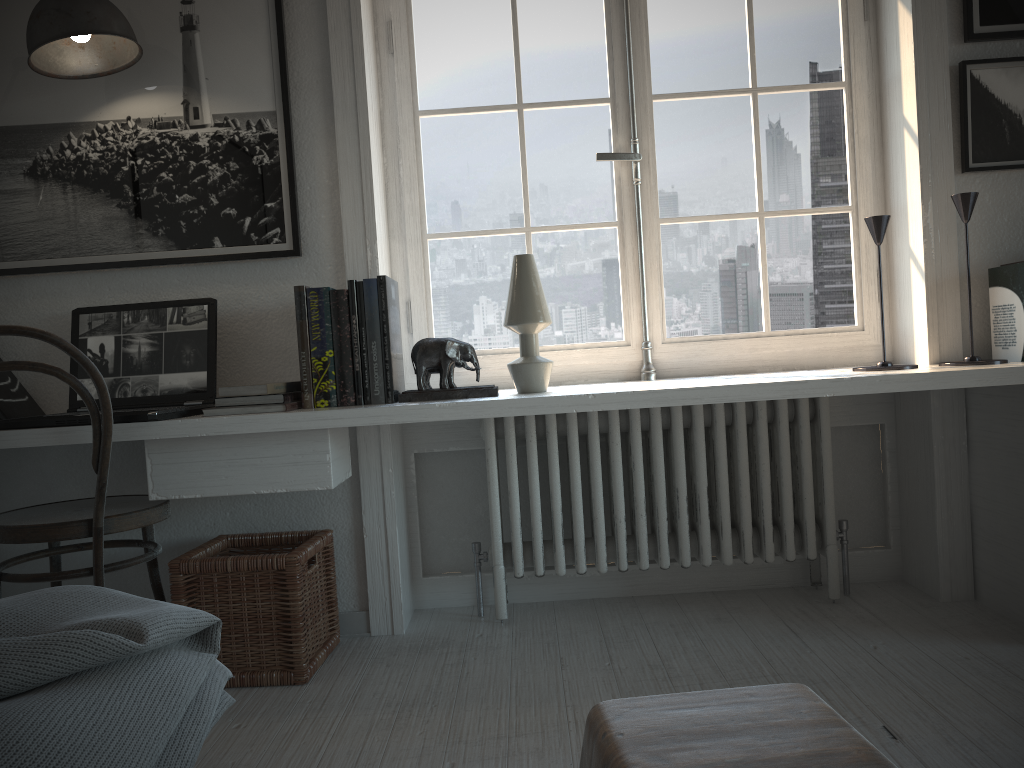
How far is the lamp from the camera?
2.1 meters

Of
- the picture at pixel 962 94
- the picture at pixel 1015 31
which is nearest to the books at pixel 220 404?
the picture at pixel 962 94

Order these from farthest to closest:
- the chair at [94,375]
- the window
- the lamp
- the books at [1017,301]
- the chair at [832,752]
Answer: the window → the books at [1017,301] → the lamp → the chair at [94,375] → the chair at [832,752]

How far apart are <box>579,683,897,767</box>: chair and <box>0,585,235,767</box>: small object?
0.48m

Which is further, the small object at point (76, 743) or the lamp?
the lamp

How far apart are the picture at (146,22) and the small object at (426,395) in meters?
0.5

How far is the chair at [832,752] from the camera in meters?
0.9

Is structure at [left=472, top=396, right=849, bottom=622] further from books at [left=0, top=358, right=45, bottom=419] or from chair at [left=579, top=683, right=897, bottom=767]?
chair at [left=579, top=683, right=897, bottom=767]

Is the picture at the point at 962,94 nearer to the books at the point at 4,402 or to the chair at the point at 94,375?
the chair at the point at 94,375

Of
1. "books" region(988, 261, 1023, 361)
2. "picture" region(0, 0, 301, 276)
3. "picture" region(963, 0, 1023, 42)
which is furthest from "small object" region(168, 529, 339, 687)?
"picture" region(963, 0, 1023, 42)
